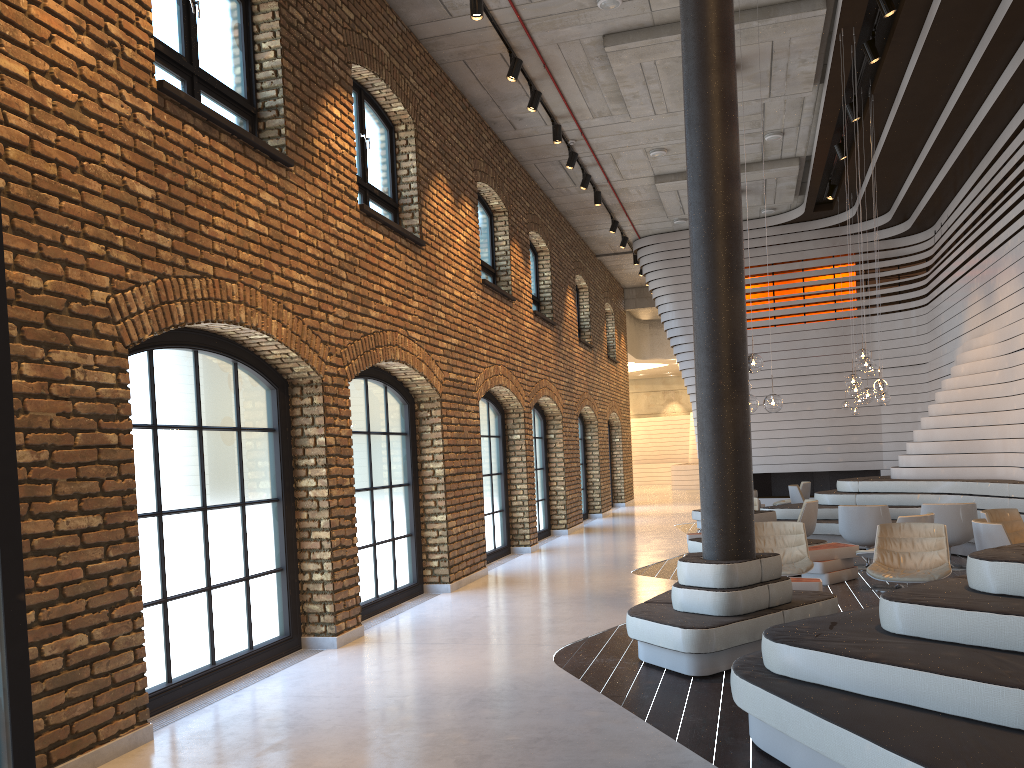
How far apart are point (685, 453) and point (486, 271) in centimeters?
2567cm

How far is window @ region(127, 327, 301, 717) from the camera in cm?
A: 564

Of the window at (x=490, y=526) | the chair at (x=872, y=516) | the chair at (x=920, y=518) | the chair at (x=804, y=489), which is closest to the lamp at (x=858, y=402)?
the chair at (x=804, y=489)

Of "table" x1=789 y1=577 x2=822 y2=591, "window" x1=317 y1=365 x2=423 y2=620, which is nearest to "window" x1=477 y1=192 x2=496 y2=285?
"window" x1=317 y1=365 x2=423 y2=620

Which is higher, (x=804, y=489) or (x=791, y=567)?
(x=804, y=489)

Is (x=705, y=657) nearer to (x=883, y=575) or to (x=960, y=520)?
(x=883, y=575)

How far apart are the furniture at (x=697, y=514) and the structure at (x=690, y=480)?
15.48m

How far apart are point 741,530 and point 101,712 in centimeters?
413cm

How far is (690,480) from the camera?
31.3 meters

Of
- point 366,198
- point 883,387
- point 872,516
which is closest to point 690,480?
point 883,387
